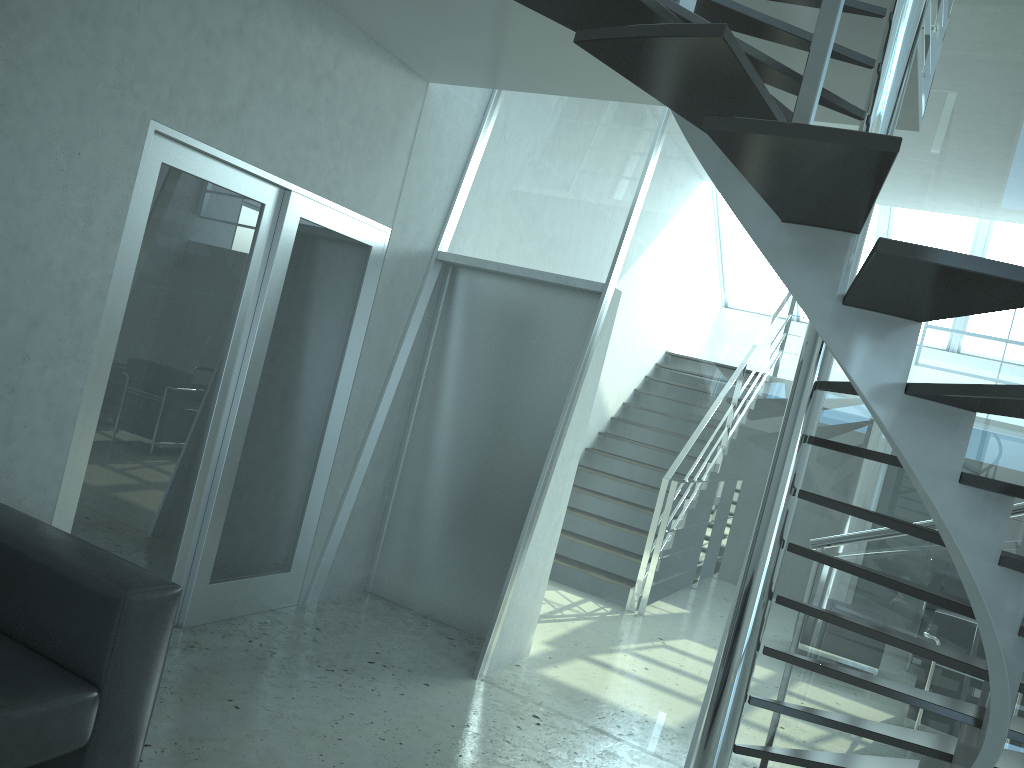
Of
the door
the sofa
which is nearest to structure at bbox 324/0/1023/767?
the door

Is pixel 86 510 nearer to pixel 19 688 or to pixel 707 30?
pixel 19 688

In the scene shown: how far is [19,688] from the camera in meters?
2.4 m

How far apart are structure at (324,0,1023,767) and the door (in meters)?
0.87

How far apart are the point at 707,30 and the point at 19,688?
2.4 meters

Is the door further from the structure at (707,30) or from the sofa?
the structure at (707,30)

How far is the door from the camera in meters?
3.6 m

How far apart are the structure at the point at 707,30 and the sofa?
1.64m

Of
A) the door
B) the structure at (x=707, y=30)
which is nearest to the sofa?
the door

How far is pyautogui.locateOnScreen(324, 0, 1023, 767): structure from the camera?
1.5m
